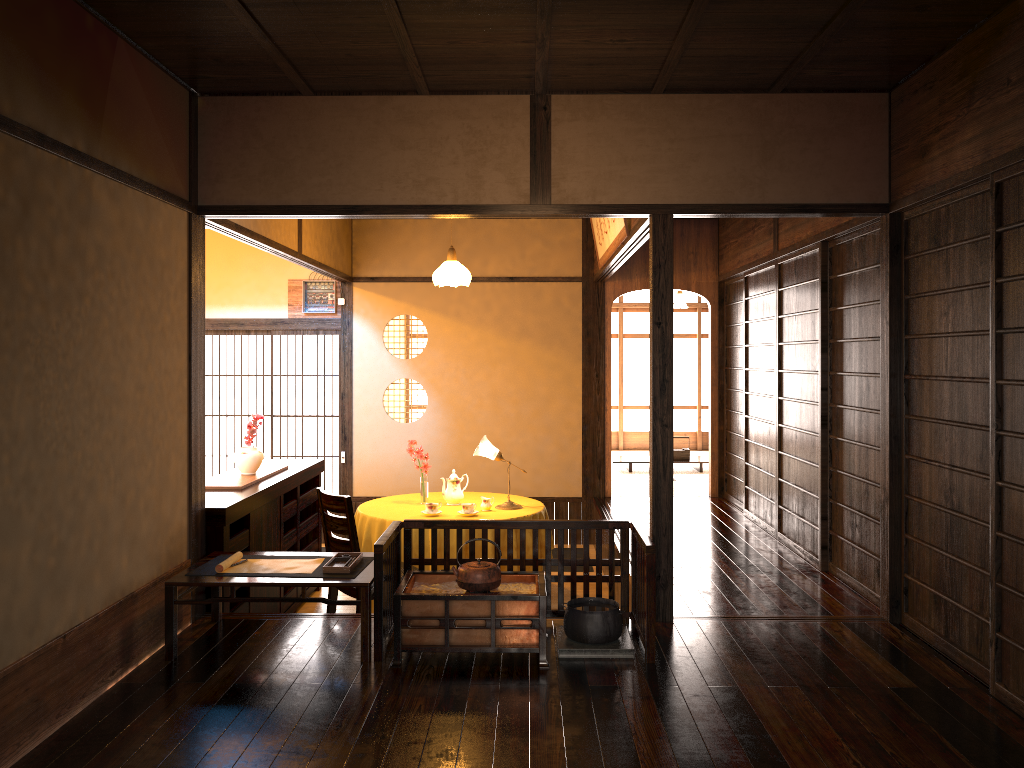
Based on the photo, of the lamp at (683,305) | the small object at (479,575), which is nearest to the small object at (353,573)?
the small object at (479,575)

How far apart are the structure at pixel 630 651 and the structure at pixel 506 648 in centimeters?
14cm

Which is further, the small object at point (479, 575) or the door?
the door

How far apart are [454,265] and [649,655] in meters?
3.8

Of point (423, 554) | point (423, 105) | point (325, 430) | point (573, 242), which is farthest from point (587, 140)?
point (325, 430)

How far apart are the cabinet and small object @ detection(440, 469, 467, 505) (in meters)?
0.97

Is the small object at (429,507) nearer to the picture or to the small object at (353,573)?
the small object at (353,573)

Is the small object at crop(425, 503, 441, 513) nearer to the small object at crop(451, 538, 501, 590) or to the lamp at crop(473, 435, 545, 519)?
the lamp at crop(473, 435, 545, 519)

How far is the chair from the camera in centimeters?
500cm

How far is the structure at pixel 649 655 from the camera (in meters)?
3.78
